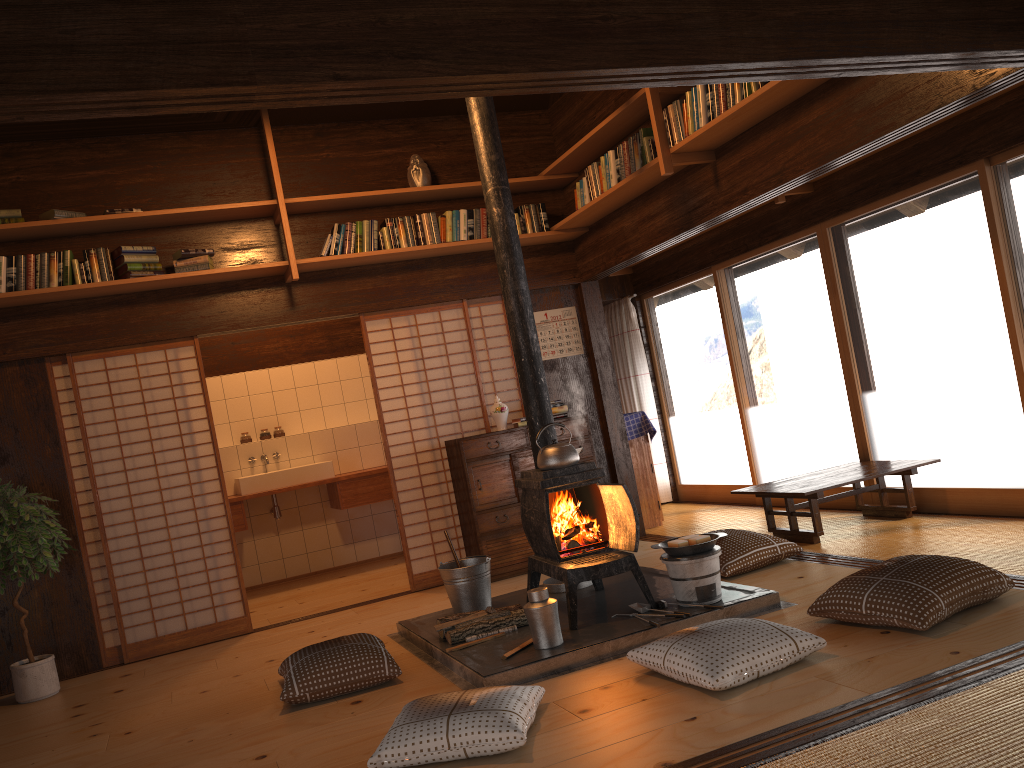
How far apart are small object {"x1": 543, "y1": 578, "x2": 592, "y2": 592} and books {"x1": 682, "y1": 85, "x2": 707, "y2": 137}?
2.60m

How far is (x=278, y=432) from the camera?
8.21m

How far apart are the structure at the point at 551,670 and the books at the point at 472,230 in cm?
258

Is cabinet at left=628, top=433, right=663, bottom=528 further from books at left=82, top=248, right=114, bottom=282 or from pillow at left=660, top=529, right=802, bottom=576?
books at left=82, top=248, right=114, bottom=282

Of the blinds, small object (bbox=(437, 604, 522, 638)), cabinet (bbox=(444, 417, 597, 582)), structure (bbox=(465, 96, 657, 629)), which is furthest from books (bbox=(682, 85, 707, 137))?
the blinds

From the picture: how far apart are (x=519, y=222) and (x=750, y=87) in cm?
240

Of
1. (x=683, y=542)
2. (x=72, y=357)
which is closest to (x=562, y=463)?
(x=683, y=542)

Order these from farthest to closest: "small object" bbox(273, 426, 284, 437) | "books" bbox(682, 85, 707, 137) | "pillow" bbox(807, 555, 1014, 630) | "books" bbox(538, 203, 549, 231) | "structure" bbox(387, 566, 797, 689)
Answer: "small object" bbox(273, 426, 284, 437) < "books" bbox(538, 203, 549, 231) < "books" bbox(682, 85, 707, 137) < "structure" bbox(387, 566, 797, 689) < "pillow" bbox(807, 555, 1014, 630)

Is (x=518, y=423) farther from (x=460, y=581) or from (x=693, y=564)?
(x=693, y=564)

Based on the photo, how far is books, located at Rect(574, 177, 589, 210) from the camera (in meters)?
6.05
